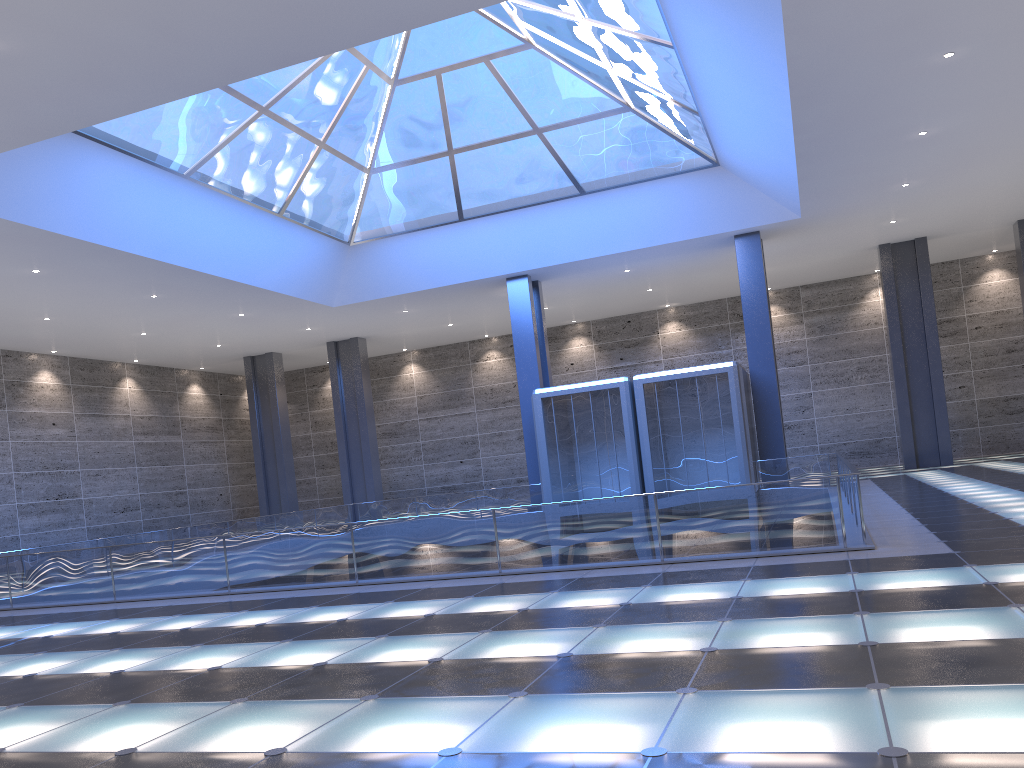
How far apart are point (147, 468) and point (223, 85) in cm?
3207

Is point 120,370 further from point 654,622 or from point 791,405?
point 654,622
